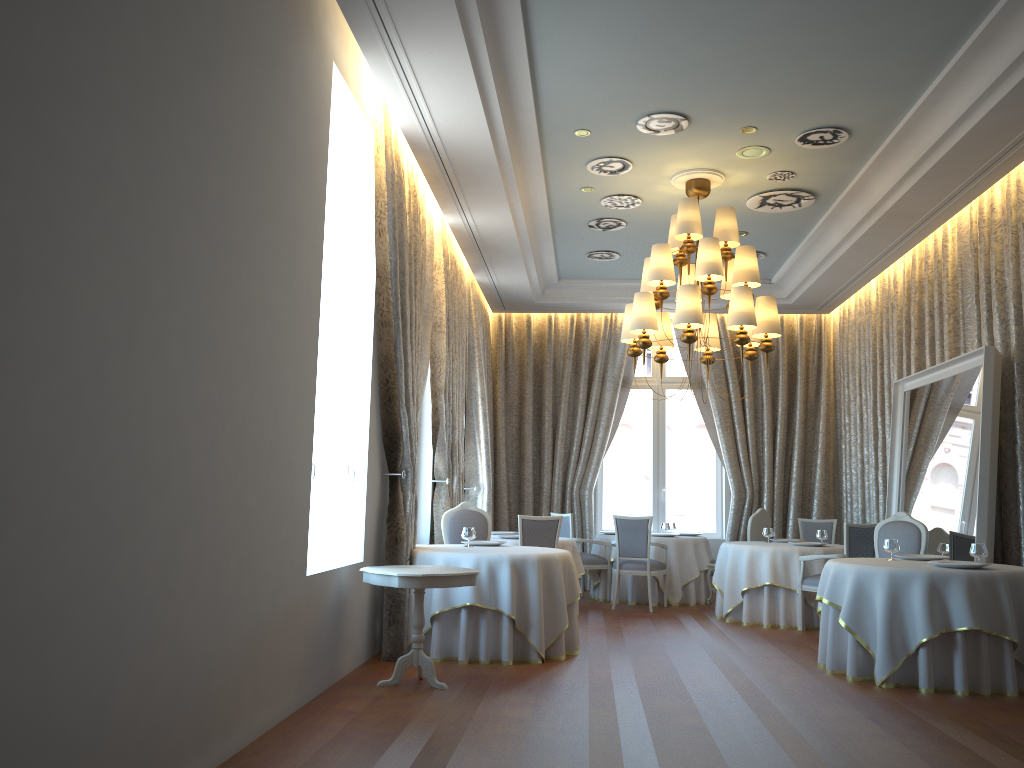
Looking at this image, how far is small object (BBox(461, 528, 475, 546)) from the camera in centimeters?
771cm

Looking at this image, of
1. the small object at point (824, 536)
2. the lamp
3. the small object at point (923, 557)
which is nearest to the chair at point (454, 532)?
the lamp

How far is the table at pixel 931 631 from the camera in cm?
610

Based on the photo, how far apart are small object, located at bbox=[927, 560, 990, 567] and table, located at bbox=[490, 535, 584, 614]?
4.3 meters

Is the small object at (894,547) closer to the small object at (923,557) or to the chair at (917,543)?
the small object at (923,557)

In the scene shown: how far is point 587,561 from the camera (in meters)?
11.23

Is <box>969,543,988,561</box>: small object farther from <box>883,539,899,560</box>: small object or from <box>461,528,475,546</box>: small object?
<box>461,528,475,546</box>: small object

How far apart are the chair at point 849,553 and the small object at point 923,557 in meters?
1.5

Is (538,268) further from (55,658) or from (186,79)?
(55,658)

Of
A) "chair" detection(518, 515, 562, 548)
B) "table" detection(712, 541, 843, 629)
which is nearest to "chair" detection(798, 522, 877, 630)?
"table" detection(712, 541, 843, 629)
